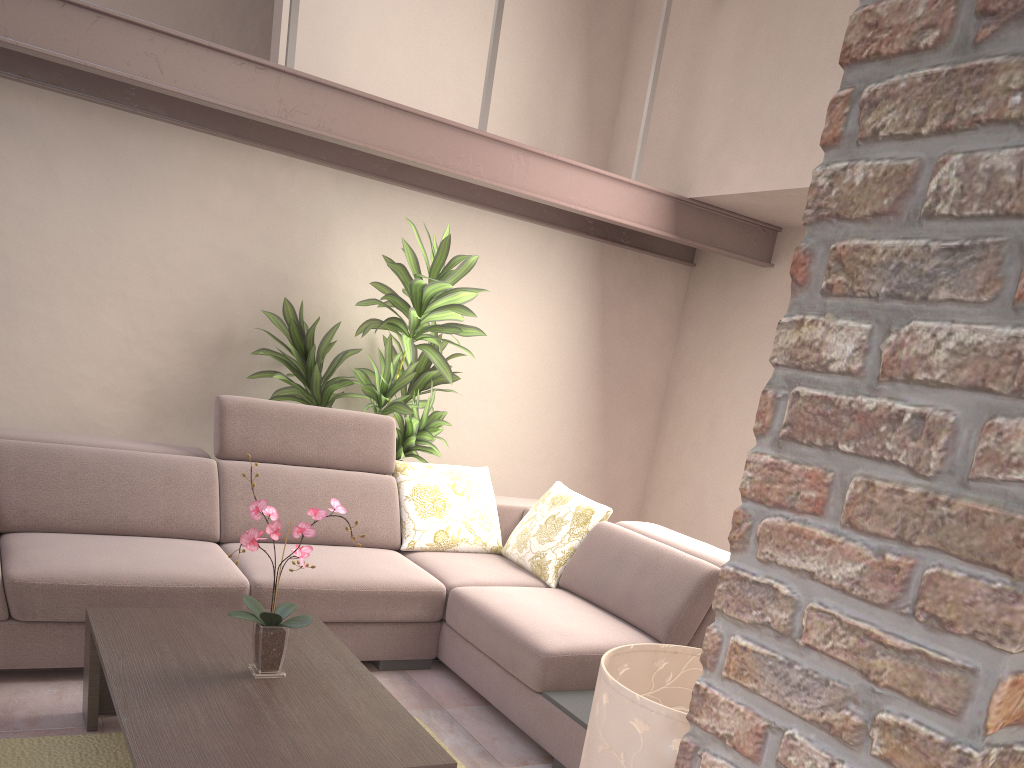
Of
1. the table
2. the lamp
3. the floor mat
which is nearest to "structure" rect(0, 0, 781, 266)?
the table

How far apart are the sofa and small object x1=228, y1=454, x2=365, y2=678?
0.80m

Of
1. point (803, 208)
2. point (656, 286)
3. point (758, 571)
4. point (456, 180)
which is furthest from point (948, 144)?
point (656, 286)

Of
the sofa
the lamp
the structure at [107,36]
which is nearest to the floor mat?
the sofa

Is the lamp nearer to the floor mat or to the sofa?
the sofa

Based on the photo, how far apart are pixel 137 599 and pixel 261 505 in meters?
1.0 m

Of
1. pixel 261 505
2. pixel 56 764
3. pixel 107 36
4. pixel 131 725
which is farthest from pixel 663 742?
pixel 107 36

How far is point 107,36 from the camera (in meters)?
3.14

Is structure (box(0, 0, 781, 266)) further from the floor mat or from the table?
the floor mat

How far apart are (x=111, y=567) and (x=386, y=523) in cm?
129
